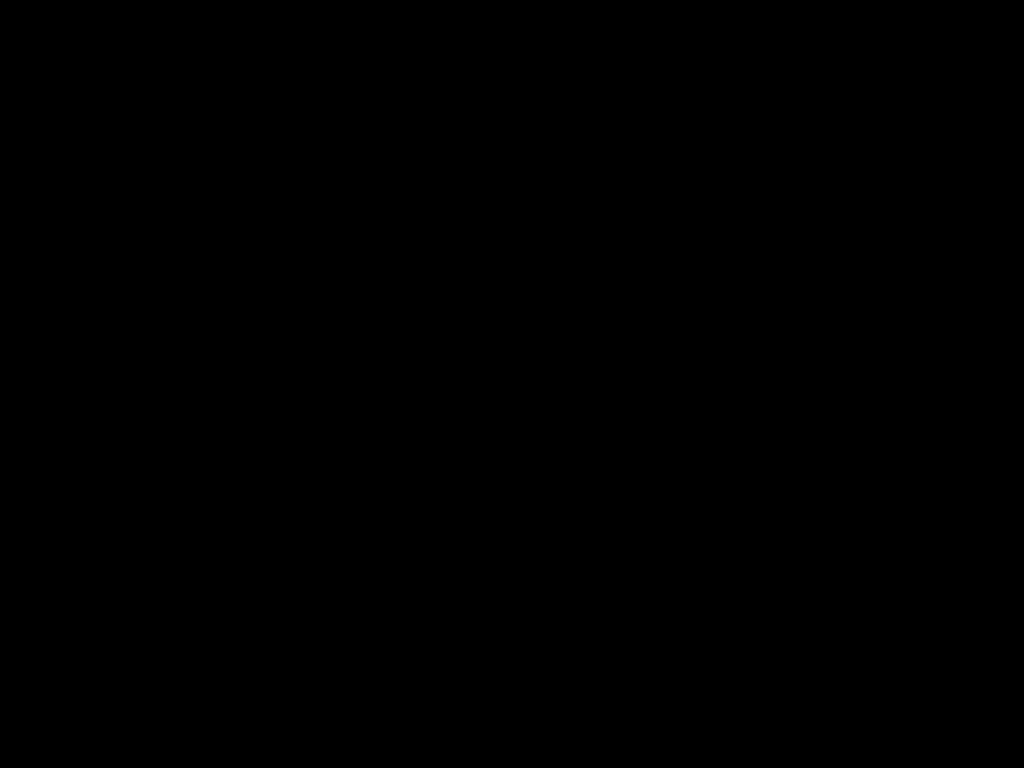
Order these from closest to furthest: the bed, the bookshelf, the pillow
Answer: the bed
the bookshelf
the pillow

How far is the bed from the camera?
0.5 meters

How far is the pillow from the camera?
1.74m

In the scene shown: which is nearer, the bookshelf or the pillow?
the bookshelf

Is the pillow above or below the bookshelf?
above

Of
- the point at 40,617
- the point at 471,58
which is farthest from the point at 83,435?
the point at 471,58

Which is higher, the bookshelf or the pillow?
the pillow

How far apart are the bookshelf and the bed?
0.0m

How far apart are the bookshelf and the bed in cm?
2

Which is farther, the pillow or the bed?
the pillow
